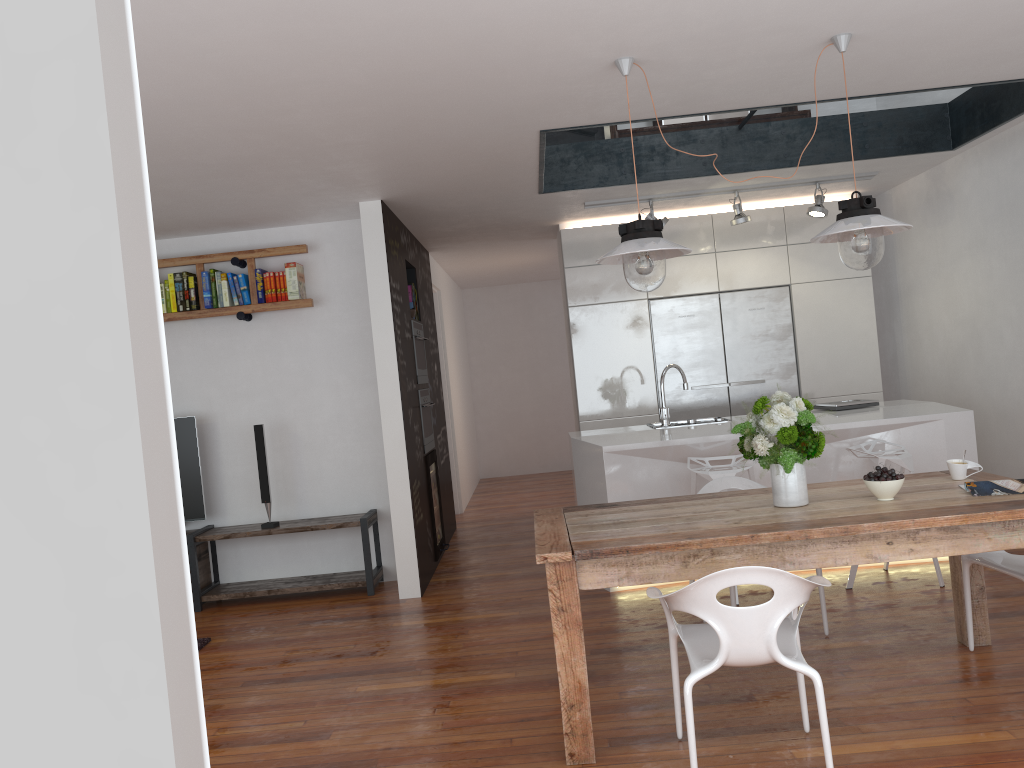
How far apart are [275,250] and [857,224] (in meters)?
3.95

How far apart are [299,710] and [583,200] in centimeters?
391cm

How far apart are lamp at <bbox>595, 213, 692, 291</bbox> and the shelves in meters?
2.9 m

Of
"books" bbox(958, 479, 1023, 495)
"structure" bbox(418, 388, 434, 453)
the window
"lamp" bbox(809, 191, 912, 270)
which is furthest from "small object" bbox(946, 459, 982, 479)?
"structure" bbox(418, 388, 434, 453)

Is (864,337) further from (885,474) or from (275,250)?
(275,250)

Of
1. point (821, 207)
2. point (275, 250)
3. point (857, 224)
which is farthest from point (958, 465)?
point (275, 250)

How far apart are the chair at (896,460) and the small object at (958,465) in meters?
1.1 m

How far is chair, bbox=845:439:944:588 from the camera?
4.7m

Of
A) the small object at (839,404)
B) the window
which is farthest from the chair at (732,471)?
the window

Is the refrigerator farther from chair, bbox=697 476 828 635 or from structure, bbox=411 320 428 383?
chair, bbox=697 476 828 635
